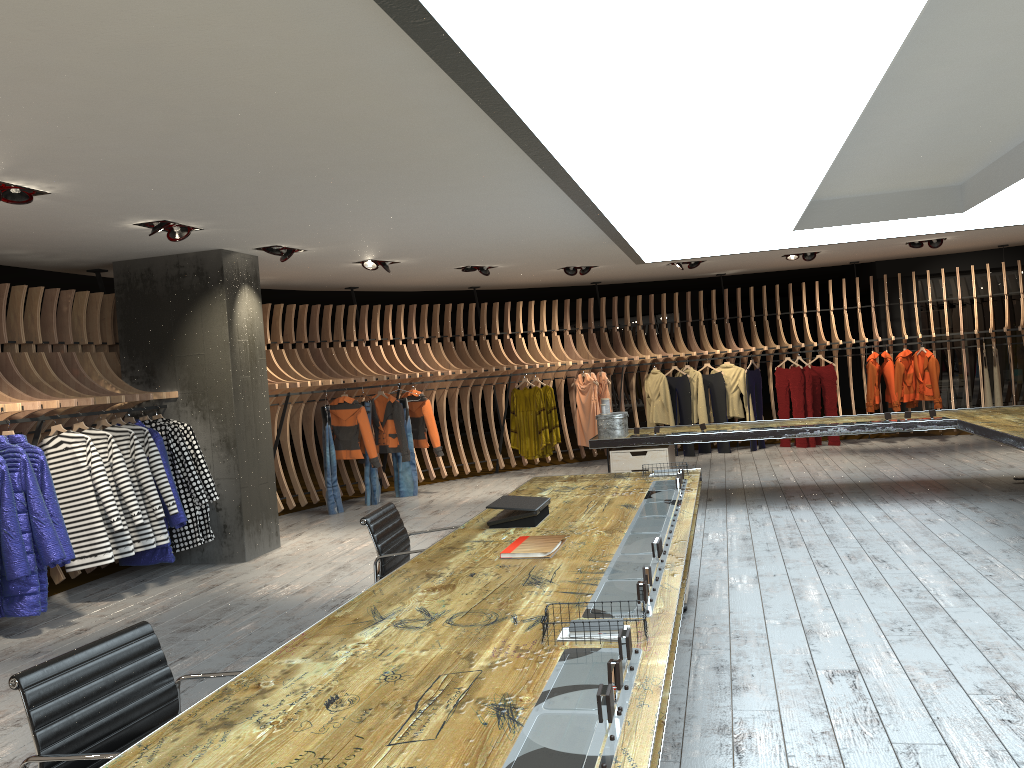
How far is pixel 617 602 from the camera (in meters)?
2.86

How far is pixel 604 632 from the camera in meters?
2.5 m

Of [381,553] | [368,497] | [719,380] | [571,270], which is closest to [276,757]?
[381,553]

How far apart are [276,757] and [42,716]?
0.8 meters

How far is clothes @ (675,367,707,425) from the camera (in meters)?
13.13

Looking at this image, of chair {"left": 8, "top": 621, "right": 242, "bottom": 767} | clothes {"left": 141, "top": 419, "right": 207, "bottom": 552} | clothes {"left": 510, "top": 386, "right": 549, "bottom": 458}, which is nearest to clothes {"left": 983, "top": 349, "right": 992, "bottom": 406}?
clothes {"left": 510, "top": 386, "right": 549, "bottom": 458}

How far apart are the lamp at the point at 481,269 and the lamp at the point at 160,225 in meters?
4.6 m

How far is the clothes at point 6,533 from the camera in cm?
579

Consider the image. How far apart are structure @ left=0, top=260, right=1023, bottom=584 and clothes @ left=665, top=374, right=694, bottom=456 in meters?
0.3 m

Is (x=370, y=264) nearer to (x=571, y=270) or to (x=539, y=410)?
(x=571, y=270)
